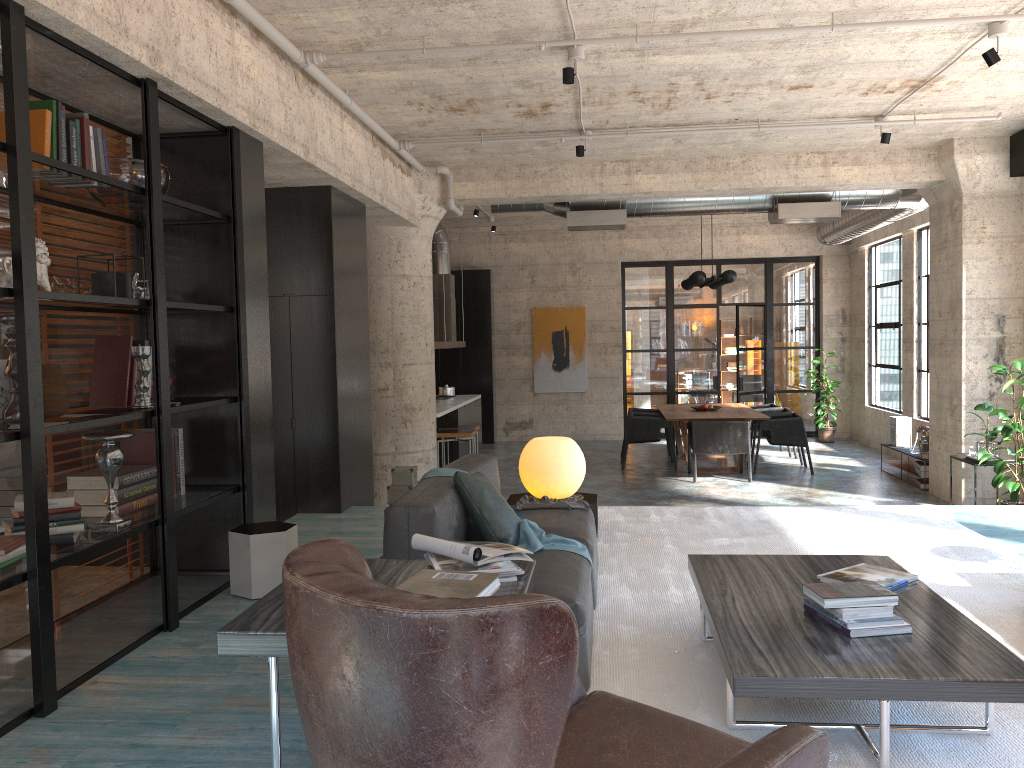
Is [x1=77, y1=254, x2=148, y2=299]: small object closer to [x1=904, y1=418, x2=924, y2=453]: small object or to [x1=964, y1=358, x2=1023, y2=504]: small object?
[x1=964, y1=358, x2=1023, y2=504]: small object

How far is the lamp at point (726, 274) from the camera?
11.40m

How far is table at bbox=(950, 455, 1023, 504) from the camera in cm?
816

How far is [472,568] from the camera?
2.8m

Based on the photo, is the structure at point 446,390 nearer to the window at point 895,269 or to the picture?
the picture

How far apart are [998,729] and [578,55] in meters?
4.4

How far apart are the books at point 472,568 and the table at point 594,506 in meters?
3.0 m

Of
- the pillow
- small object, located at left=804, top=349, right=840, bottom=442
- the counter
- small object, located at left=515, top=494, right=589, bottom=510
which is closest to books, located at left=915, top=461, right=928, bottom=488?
small object, located at left=804, top=349, right=840, bottom=442

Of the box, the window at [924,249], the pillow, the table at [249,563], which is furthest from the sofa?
the window at [924,249]

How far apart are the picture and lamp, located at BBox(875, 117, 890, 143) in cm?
813
